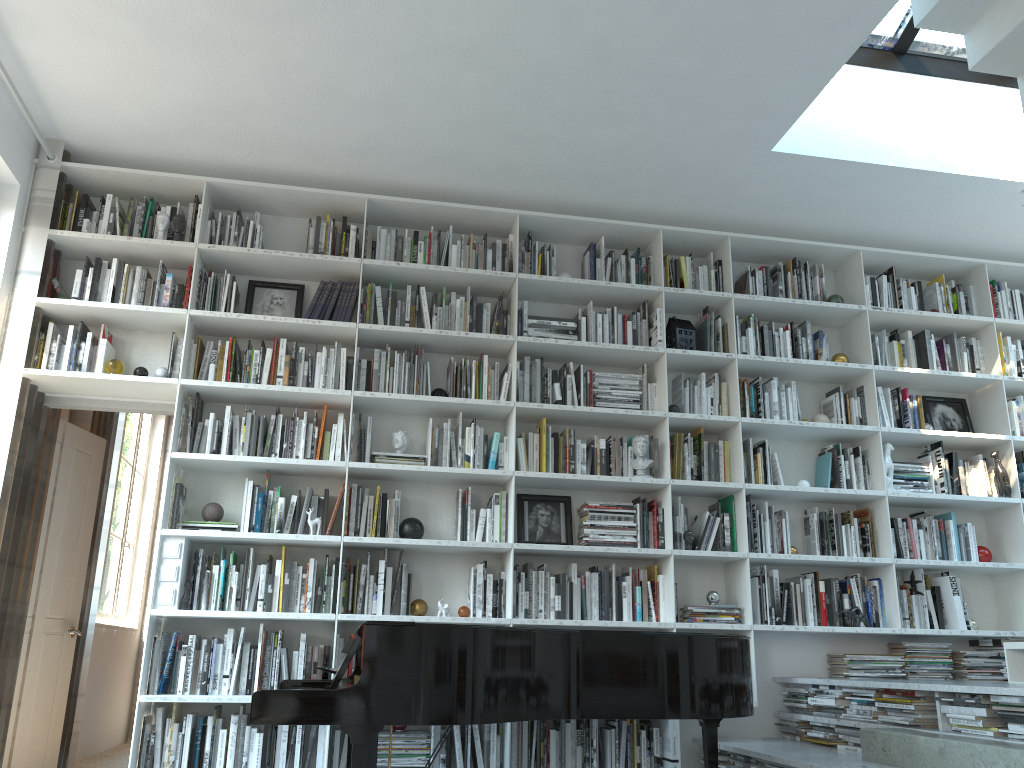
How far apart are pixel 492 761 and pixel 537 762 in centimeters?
24cm

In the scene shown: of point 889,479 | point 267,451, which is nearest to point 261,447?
point 267,451

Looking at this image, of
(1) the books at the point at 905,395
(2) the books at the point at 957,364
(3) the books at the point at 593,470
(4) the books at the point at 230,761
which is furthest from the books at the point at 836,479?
(4) the books at the point at 230,761

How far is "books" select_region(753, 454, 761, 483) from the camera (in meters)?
4.88

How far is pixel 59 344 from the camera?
4.4 meters

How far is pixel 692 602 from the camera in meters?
4.8 m

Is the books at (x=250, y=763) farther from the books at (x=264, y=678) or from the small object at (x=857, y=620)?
the small object at (x=857, y=620)

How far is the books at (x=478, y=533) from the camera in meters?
4.5 m

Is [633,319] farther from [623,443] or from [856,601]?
[856,601]

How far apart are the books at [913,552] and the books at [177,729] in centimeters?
390cm
